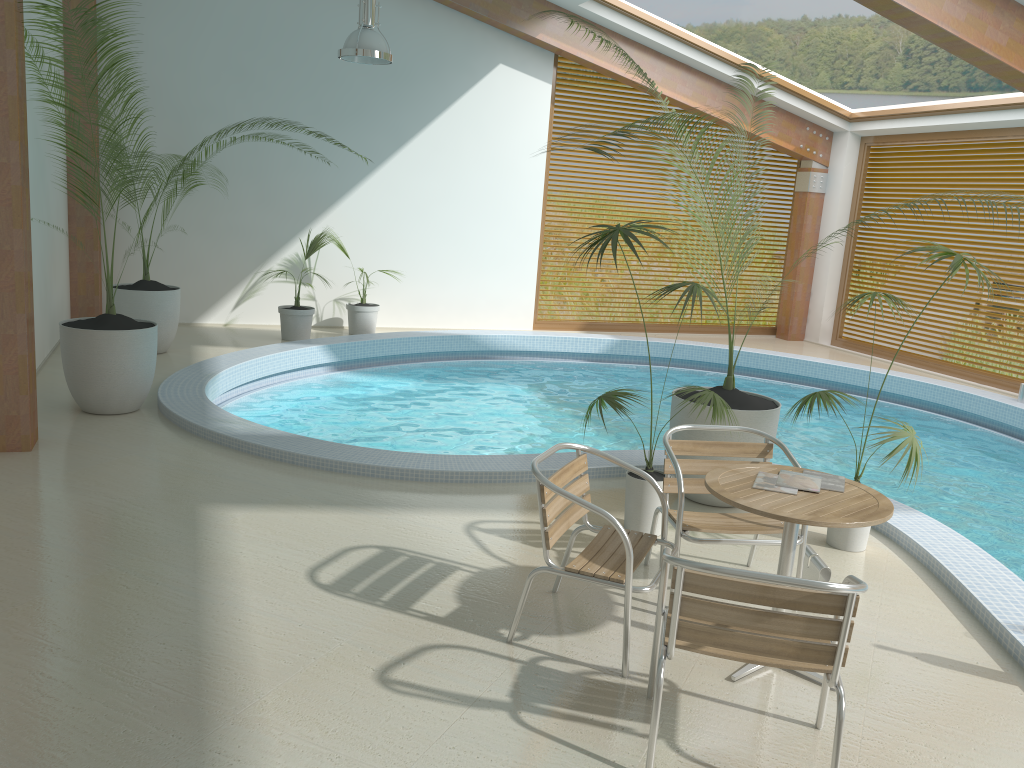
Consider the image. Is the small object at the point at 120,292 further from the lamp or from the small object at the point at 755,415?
the small object at the point at 755,415

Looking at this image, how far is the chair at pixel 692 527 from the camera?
4.0m

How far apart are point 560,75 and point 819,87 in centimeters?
769cm

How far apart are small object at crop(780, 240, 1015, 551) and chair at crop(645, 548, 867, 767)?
1.7 meters

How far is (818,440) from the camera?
8.4m

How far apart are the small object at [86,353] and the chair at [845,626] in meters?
4.7 m

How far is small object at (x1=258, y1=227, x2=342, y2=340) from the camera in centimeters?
1001cm

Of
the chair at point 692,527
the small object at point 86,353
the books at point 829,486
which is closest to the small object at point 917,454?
the chair at point 692,527

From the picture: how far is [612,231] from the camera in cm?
453

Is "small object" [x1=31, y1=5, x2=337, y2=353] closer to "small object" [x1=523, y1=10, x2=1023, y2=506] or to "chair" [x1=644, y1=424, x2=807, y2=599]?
"small object" [x1=523, y1=10, x2=1023, y2=506]
